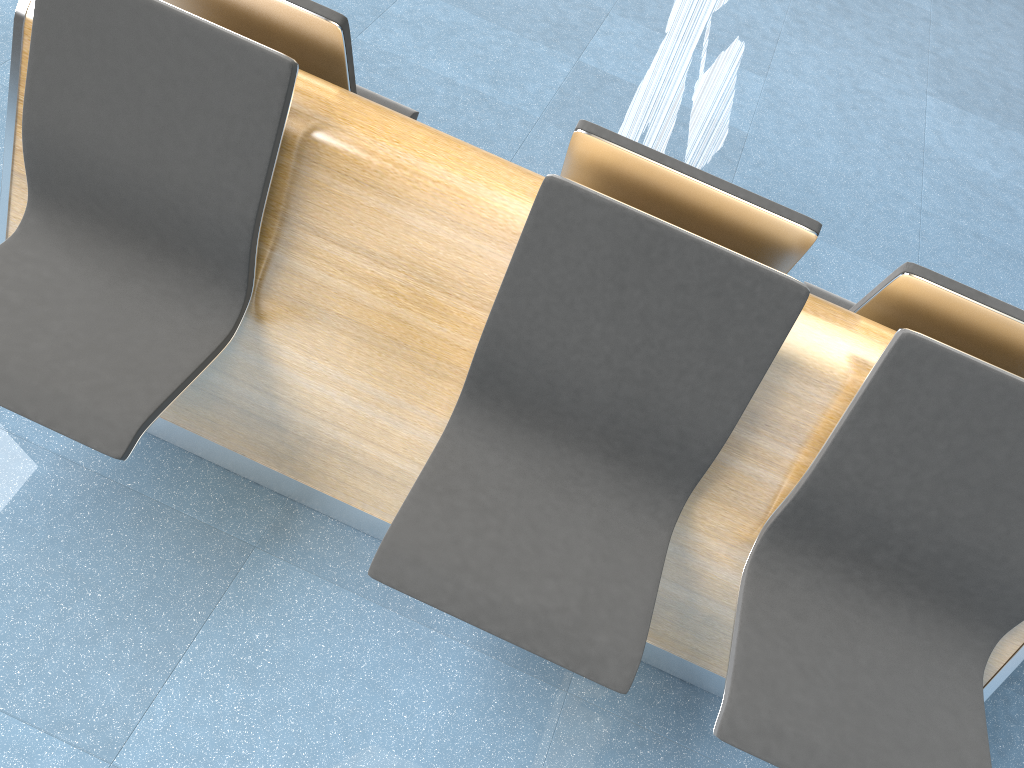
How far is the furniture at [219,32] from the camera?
1.53m

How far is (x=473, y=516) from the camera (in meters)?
1.63

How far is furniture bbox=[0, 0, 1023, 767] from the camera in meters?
1.5

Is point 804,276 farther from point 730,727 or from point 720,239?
point 730,727

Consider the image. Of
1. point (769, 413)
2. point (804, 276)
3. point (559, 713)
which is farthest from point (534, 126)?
point (559, 713)
